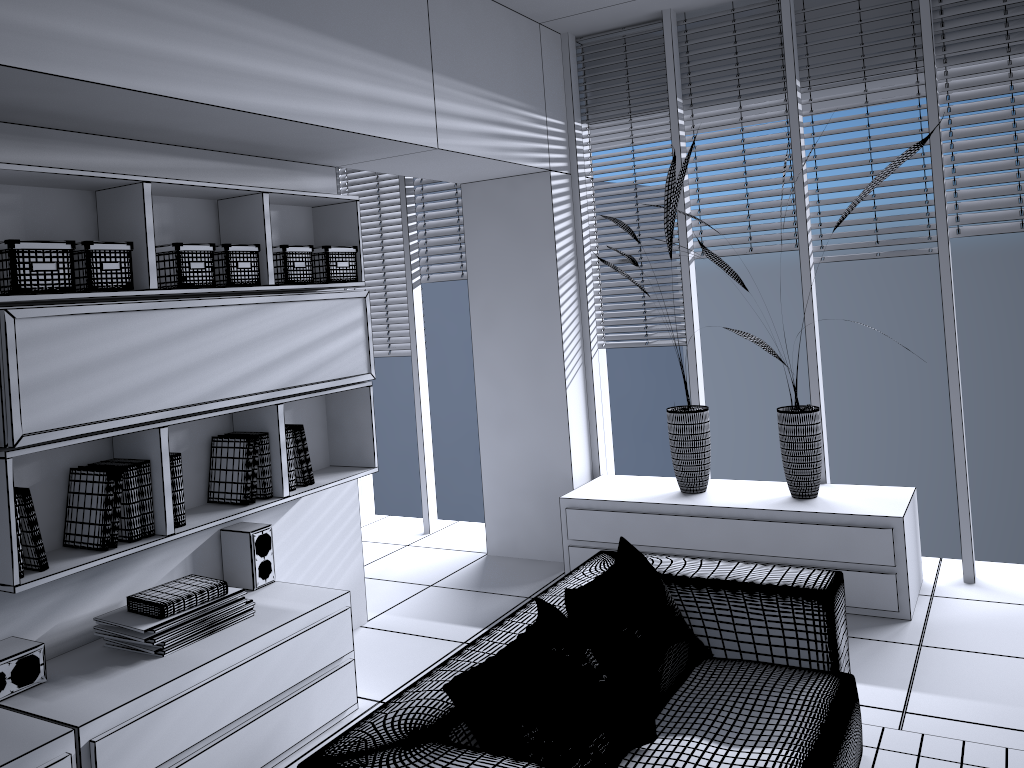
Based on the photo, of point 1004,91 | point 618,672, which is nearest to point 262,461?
point 618,672

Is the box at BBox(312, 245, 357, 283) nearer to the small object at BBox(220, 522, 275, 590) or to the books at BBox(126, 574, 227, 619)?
the small object at BBox(220, 522, 275, 590)

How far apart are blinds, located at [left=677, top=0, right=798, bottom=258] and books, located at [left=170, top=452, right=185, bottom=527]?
3.0 meters

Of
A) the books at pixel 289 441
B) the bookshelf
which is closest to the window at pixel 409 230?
the bookshelf

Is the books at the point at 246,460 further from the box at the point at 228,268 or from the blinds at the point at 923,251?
the blinds at the point at 923,251

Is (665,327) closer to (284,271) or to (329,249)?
(329,249)

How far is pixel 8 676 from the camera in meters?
2.7

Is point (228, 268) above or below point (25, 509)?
above

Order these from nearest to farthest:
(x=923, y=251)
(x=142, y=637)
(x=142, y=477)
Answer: (x=142, y=637), (x=142, y=477), (x=923, y=251)

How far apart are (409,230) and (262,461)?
2.6 meters
